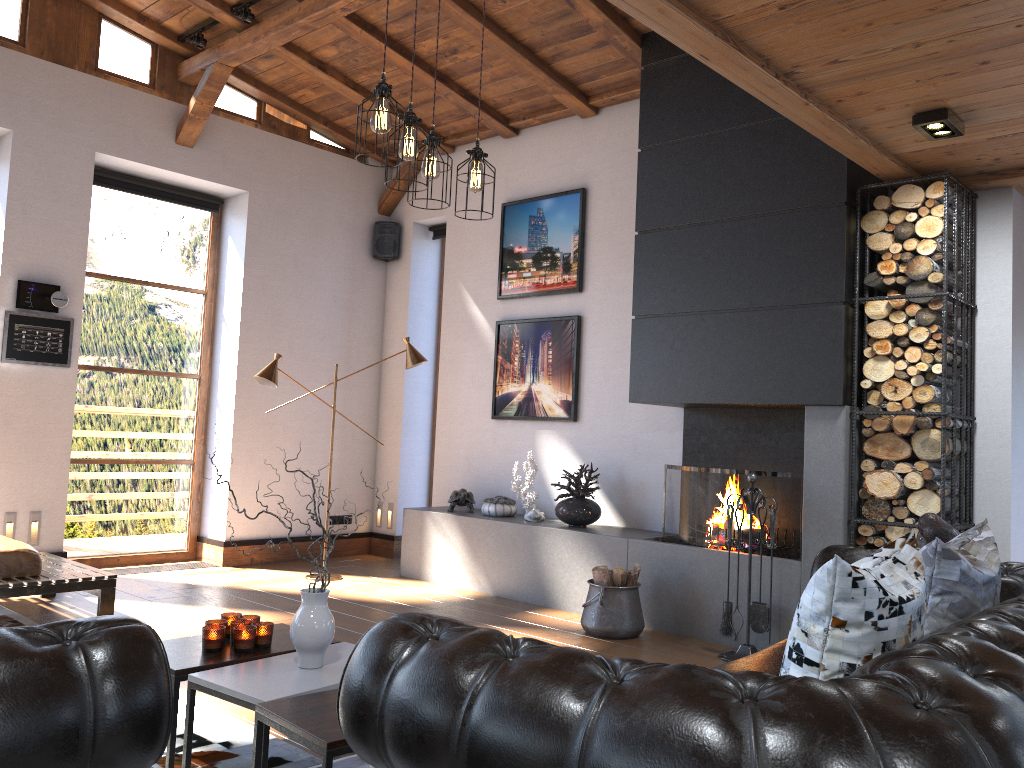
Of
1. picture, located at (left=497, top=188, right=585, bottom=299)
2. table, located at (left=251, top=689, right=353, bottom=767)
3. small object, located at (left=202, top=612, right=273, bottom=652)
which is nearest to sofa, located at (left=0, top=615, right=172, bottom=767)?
table, located at (left=251, top=689, right=353, bottom=767)

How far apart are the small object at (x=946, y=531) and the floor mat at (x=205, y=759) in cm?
251

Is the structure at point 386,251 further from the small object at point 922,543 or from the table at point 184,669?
the small object at point 922,543

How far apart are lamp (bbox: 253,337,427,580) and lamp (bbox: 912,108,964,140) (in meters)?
3.99

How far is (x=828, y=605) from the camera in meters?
2.0

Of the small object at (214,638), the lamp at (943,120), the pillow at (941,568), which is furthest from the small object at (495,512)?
the pillow at (941,568)

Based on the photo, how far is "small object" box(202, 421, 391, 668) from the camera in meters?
2.9 m

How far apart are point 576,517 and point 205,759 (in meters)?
3.44

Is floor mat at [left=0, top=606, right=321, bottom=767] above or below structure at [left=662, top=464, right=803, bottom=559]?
below

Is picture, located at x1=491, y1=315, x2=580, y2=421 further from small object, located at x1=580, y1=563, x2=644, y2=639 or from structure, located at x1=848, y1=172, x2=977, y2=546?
structure, located at x1=848, y1=172, x2=977, y2=546
